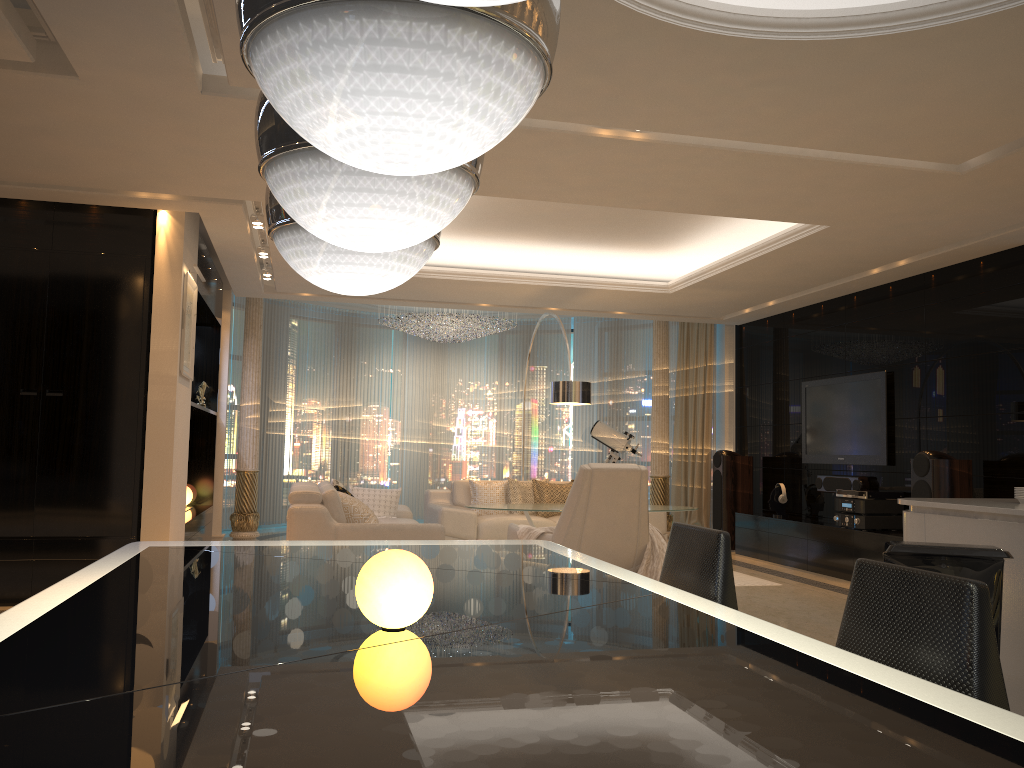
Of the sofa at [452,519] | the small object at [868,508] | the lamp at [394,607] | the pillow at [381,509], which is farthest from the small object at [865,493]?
the lamp at [394,607]

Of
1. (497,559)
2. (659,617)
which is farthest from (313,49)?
(497,559)

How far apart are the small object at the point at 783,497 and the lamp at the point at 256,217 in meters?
5.8

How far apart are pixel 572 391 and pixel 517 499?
1.5 meters

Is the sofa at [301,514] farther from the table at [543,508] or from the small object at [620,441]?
the small object at [620,441]

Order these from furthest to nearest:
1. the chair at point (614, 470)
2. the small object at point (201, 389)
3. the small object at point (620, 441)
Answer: the small object at point (620, 441) < the small object at point (201, 389) < the chair at point (614, 470)

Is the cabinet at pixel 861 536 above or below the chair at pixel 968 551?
below

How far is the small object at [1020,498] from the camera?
3.4 meters

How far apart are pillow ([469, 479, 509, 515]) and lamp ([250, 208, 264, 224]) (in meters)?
3.74

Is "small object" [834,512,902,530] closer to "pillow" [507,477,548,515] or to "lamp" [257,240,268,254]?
"pillow" [507,477,548,515]
